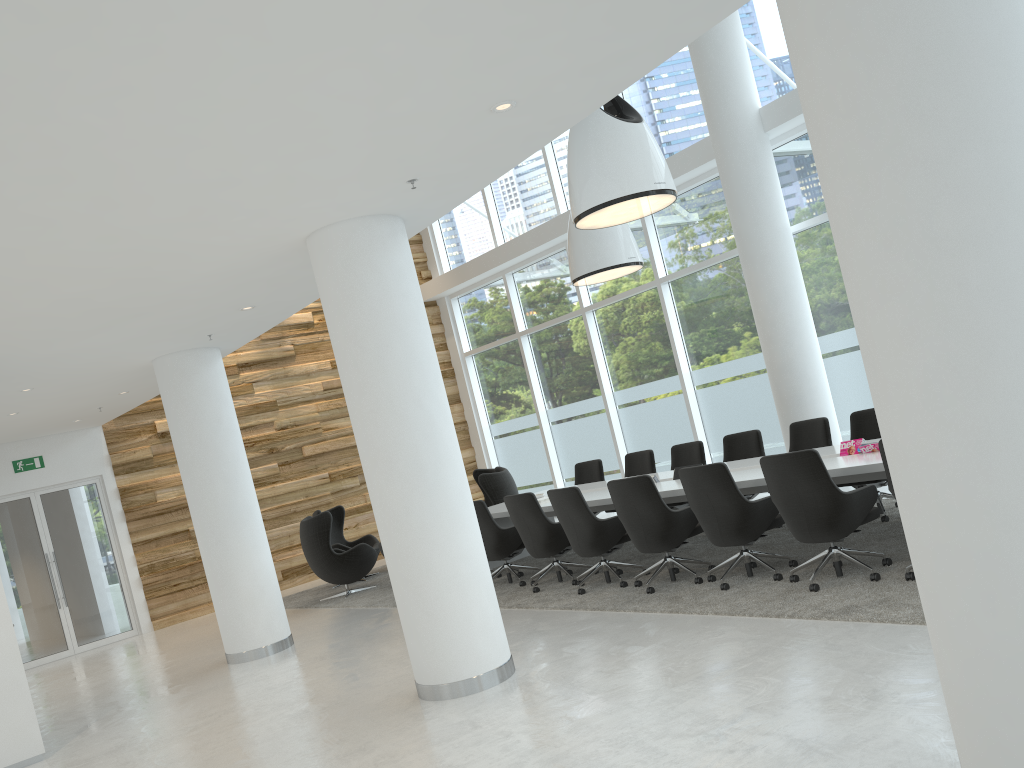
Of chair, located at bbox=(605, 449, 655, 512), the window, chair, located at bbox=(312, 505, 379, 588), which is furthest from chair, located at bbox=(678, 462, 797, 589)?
chair, located at bbox=(312, 505, 379, 588)

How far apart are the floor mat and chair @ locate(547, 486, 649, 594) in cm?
7

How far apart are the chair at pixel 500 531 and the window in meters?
4.4

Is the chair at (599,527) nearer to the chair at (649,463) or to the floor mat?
the floor mat

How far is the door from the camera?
12.23m

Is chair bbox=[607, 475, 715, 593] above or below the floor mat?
above

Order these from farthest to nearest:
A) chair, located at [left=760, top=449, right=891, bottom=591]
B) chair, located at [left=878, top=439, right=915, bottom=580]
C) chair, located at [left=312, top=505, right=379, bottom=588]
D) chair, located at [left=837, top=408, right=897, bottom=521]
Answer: chair, located at [left=312, top=505, right=379, bottom=588], chair, located at [left=837, top=408, right=897, bottom=521], chair, located at [left=760, top=449, right=891, bottom=591], chair, located at [left=878, top=439, right=915, bottom=580]

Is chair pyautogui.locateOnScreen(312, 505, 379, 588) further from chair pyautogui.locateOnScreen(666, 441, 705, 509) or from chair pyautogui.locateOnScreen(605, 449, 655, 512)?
chair pyautogui.locateOnScreen(666, 441, 705, 509)

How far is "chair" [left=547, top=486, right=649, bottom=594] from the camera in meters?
→ 7.7

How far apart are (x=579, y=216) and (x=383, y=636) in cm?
418
